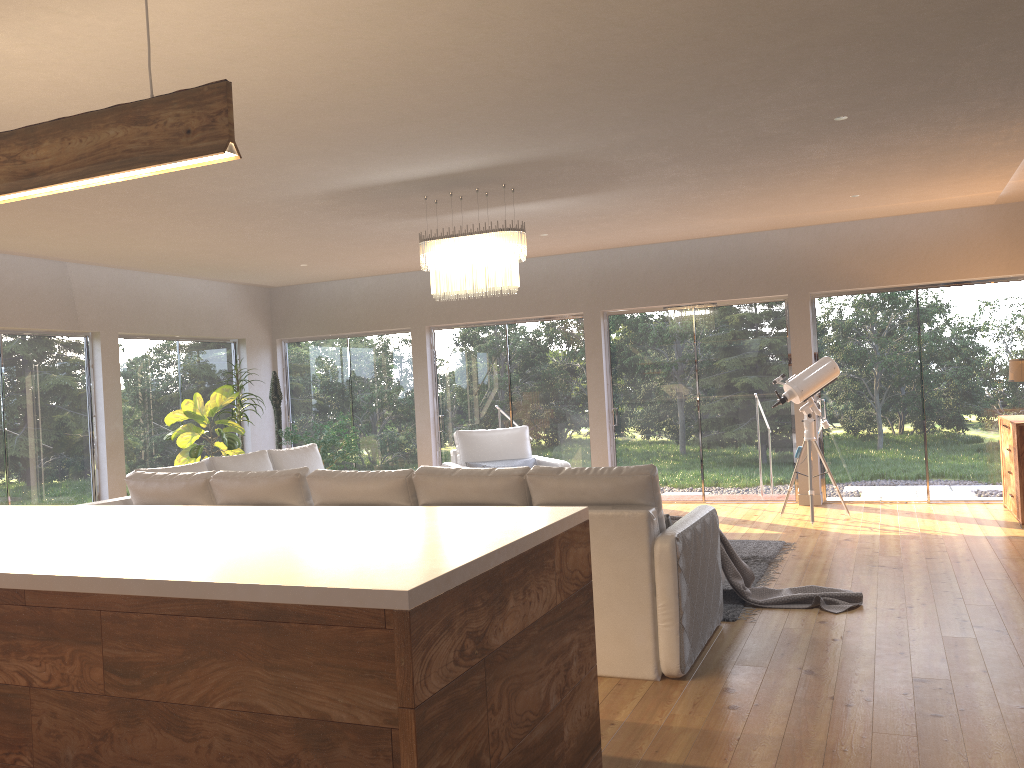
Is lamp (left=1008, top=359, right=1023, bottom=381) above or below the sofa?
above

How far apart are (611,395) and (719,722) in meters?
6.5 m

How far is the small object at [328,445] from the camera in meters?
9.7 m

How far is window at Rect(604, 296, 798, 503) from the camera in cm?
920

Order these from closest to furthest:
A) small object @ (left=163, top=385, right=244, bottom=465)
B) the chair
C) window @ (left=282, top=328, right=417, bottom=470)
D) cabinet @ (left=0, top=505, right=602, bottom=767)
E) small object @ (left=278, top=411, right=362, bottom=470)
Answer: cabinet @ (left=0, top=505, right=602, bottom=767) < the chair < small object @ (left=163, top=385, right=244, bottom=465) < small object @ (left=278, top=411, right=362, bottom=470) < window @ (left=282, top=328, right=417, bottom=470)

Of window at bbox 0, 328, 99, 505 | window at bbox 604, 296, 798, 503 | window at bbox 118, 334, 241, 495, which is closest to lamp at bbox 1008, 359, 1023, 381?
window at bbox 604, 296, 798, 503

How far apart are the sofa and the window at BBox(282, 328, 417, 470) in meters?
3.5 m

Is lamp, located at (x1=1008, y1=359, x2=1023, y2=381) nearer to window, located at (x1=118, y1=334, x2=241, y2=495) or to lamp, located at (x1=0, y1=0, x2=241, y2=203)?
lamp, located at (x1=0, y1=0, x2=241, y2=203)

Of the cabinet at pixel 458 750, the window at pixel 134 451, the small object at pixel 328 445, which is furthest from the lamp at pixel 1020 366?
the window at pixel 134 451

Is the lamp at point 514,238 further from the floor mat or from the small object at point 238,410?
the small object at point 238,410
